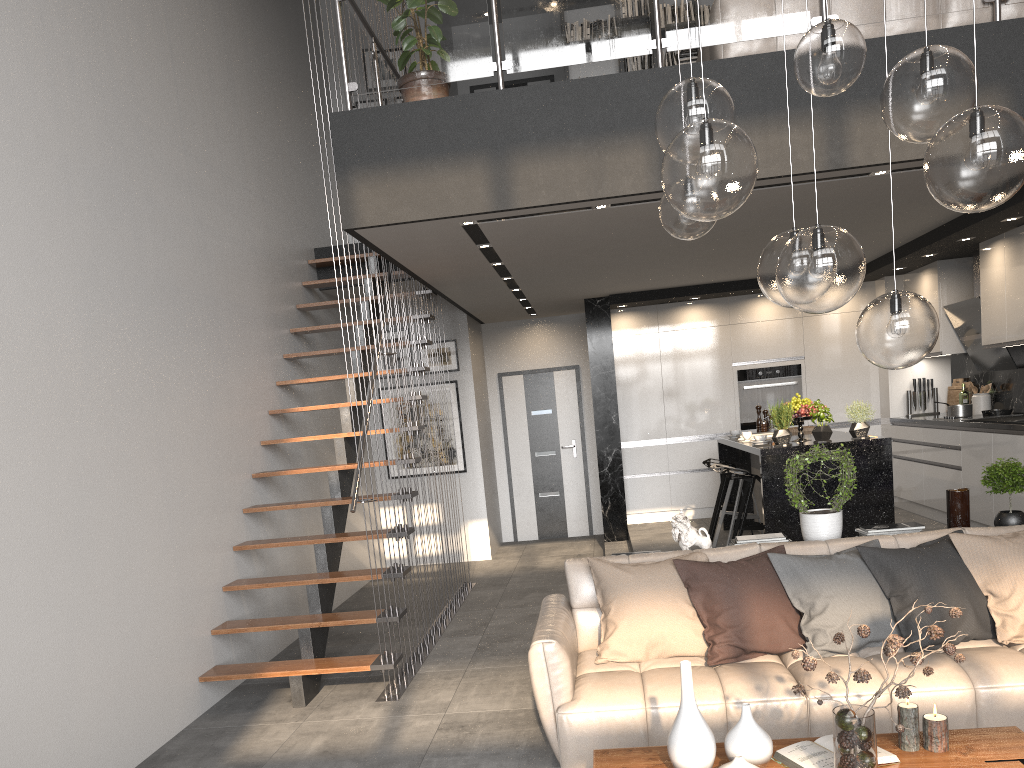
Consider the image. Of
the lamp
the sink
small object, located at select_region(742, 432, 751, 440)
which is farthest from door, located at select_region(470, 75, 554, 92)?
the lamp

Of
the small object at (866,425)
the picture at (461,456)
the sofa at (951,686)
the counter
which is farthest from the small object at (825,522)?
the picture at (461,456)

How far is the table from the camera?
2.67m

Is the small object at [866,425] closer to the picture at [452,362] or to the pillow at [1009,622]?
the pillow at [1009,622]

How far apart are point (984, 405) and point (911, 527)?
4.06m

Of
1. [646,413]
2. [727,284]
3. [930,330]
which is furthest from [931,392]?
[930,330]

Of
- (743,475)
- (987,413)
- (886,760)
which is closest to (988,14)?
(743,475)

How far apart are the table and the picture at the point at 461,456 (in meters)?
6.53

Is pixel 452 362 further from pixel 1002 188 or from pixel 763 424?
pixel 1002 188

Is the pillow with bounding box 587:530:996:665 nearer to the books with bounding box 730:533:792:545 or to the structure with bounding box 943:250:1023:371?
the books with bounding box 730:533:792:545
